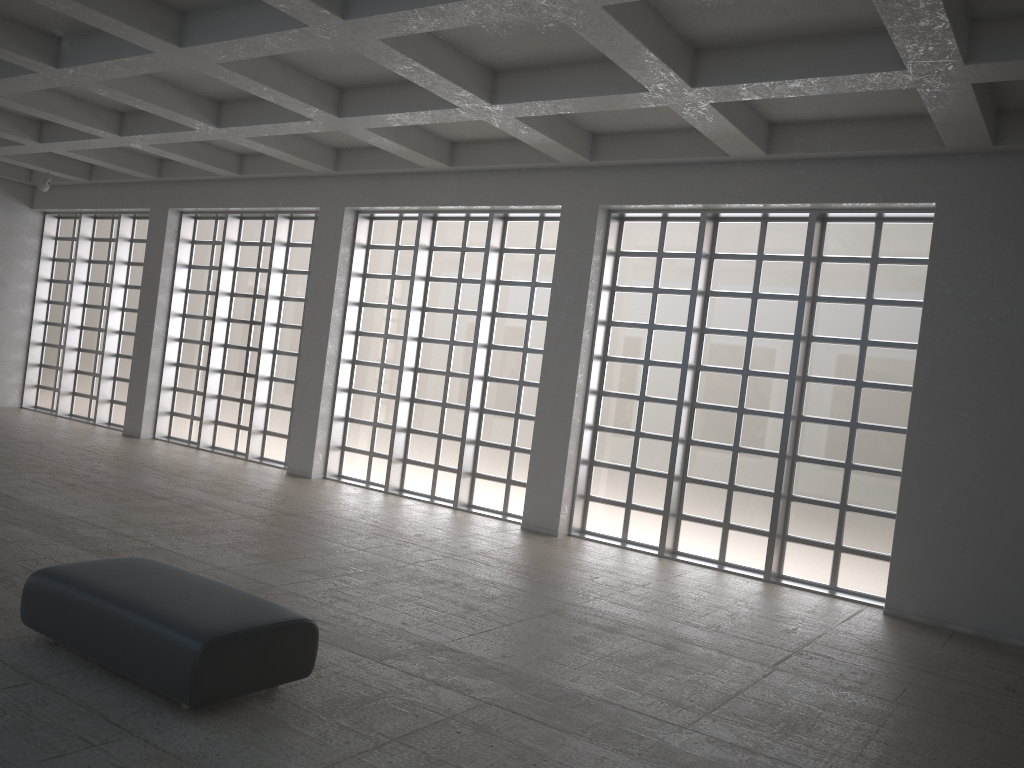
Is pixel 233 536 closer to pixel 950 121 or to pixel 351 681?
pixel 351 681
